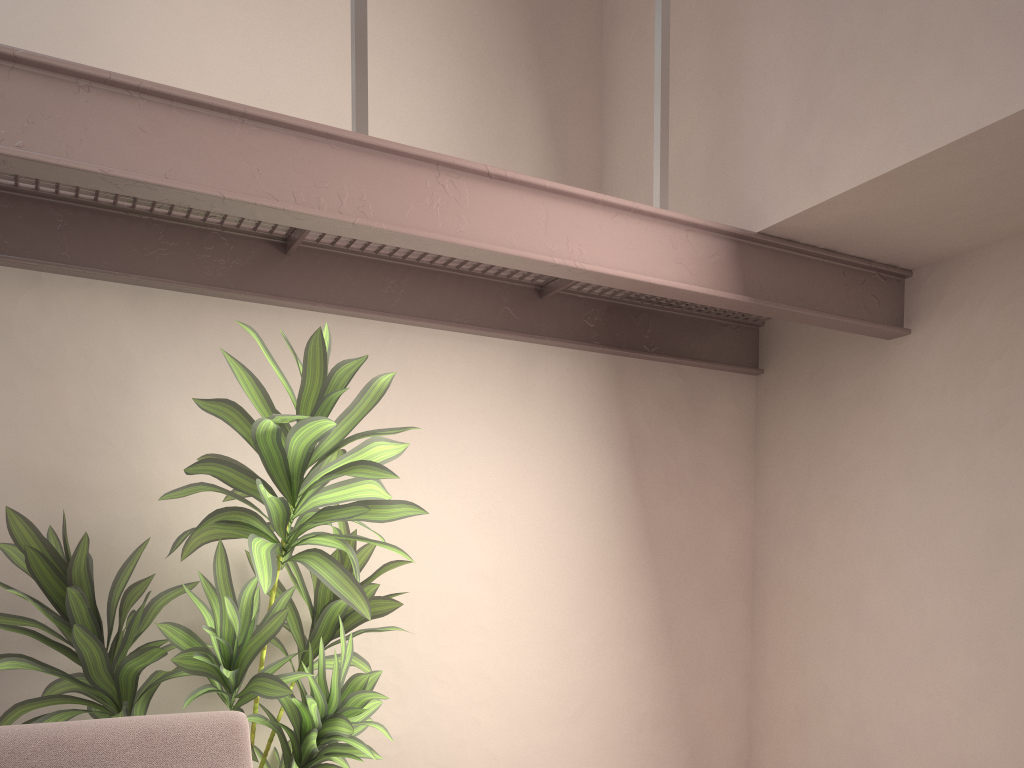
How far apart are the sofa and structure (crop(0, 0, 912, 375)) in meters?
1.1

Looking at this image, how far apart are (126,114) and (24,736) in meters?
1.3

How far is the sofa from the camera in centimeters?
165cm

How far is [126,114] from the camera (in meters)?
1.77

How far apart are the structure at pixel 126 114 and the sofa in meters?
1.1

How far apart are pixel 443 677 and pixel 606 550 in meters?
0.8

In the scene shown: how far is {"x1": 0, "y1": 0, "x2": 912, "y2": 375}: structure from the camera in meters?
→ 1.8

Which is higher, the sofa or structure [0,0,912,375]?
structure [0,0,912,375]

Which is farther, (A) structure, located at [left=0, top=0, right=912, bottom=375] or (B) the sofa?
(A) structure, located at [left=0, top=0, right=912, bottom=375]
